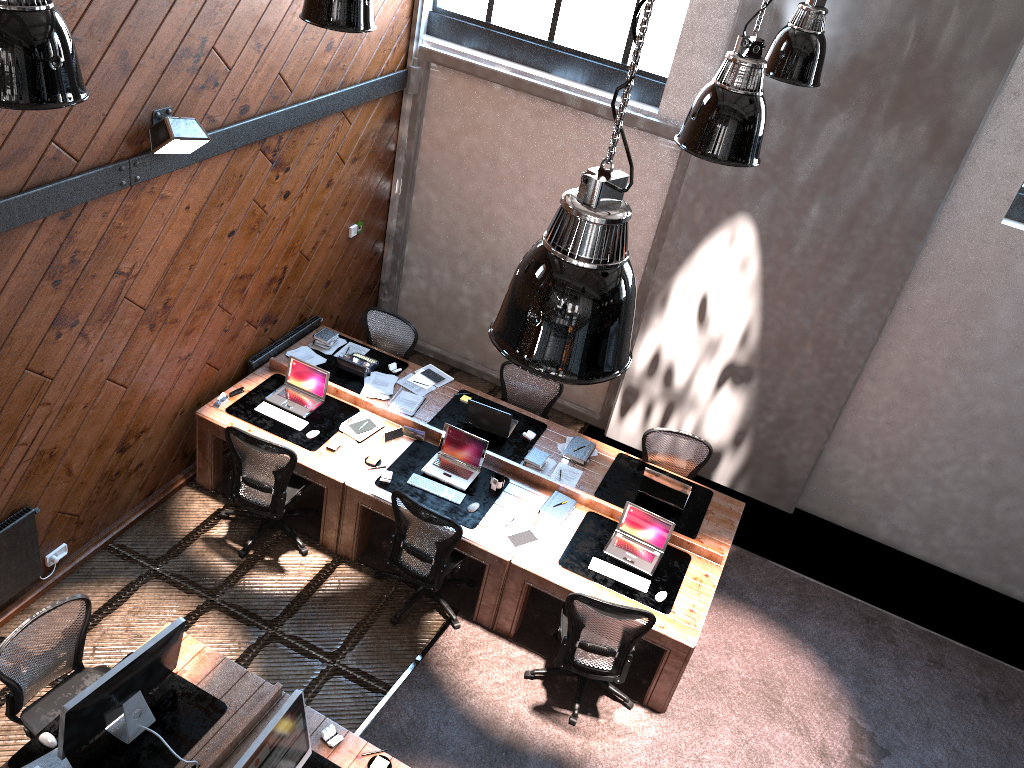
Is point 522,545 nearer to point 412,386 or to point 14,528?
point 412,386

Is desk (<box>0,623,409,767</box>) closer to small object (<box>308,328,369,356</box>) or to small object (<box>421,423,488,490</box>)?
small object (<box>421,423,488,490</box>)

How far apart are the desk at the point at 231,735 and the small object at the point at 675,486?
3.0m

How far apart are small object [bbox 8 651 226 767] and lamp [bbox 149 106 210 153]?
3.10m

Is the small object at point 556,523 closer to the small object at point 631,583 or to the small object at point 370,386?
the small object at point 631,583

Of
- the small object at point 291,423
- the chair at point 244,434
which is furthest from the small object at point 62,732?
the small object at point 291,423

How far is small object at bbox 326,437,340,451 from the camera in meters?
6.8

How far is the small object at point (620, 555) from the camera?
6.43m

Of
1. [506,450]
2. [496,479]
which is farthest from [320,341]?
[496,479]

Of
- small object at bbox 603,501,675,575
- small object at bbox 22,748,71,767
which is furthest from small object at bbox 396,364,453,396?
small object at bbox 22,748,71,767
